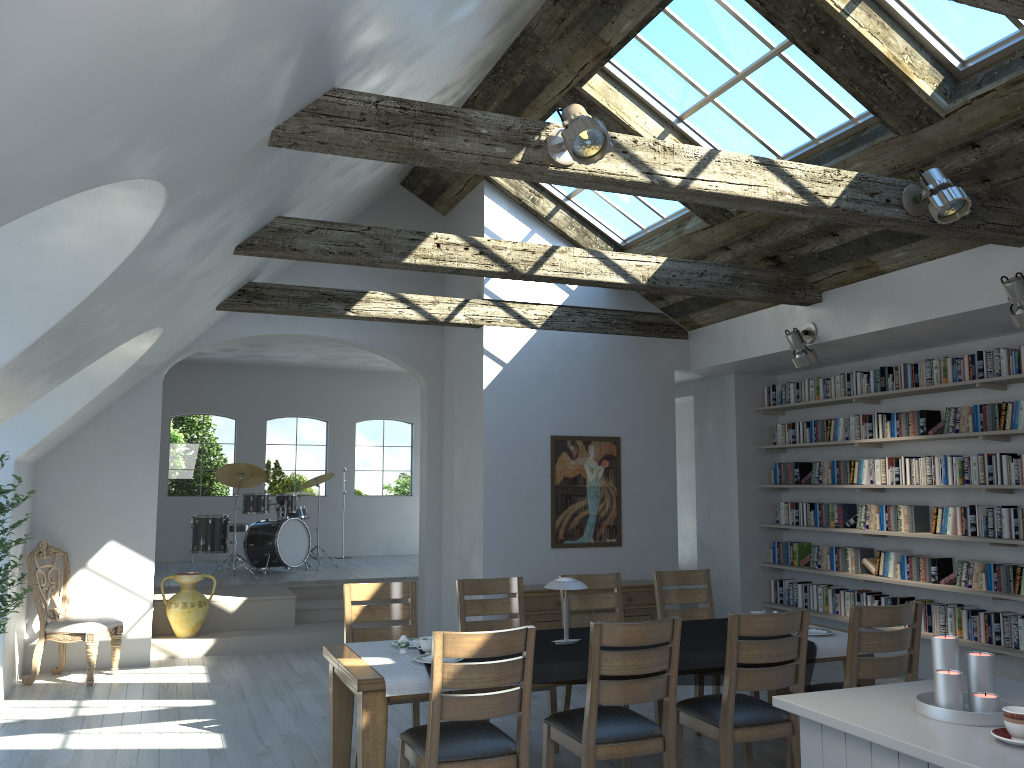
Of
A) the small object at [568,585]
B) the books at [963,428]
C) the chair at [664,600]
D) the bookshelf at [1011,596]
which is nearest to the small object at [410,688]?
the small object at [568,585]

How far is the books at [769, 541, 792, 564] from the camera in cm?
888

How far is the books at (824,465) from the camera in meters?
8.4 m

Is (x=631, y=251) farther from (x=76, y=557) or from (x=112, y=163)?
(x=112, y=163)

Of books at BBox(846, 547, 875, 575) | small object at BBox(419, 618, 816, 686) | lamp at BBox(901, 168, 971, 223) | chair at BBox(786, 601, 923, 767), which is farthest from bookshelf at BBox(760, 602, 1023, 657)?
lamp at BBox(901, 168, 971, 223)

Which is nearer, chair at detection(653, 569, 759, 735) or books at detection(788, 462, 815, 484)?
chair at detection(653, 569, 759, 735)

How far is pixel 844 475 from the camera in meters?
8.1

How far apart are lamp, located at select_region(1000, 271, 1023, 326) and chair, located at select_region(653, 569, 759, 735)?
2.7 meters

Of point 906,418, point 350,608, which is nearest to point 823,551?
point 906,418

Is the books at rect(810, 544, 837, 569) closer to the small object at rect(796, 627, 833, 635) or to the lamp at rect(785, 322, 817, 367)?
the lamp at rect(785, 322, 817, 367)
